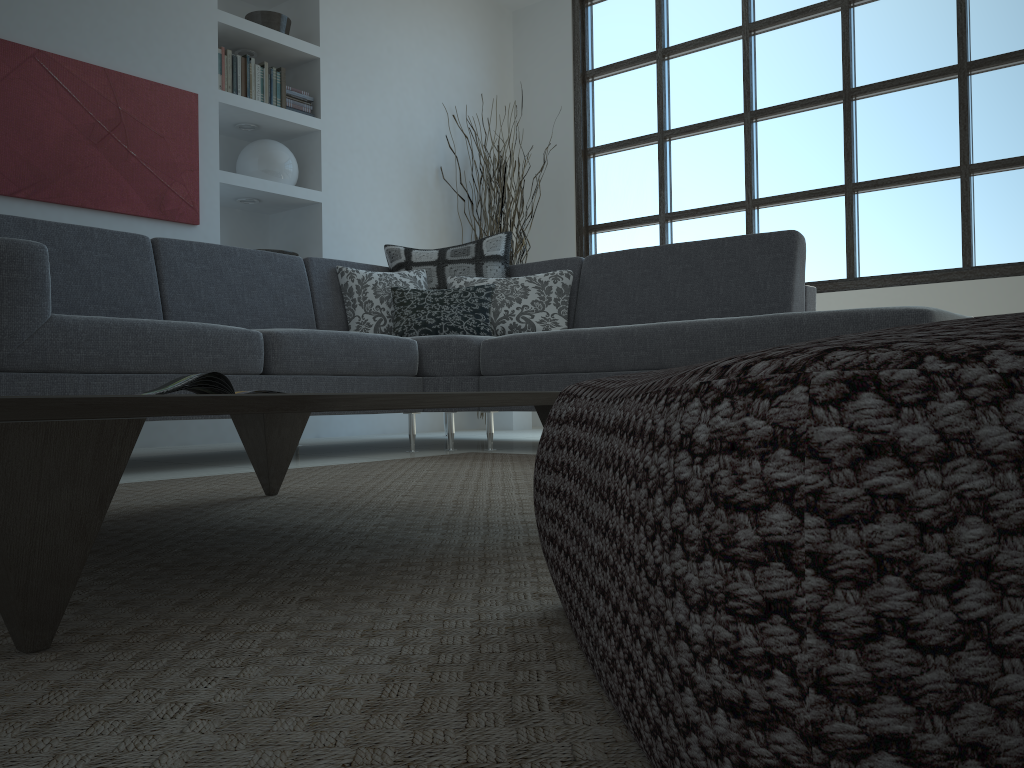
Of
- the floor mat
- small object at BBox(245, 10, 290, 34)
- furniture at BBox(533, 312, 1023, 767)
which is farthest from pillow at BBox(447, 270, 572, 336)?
furniture at BBox(533, 312, 1023, 767)

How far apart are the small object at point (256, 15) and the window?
2.03m

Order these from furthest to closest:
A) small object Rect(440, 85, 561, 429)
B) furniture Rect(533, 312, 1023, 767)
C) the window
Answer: small object Rect(440, 85, 561, 429)
the window
furniture Rect(533, 312, 1023, 767)

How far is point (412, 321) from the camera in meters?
3.9

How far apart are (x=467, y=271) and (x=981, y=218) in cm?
267

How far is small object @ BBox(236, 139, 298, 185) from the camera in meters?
4.8

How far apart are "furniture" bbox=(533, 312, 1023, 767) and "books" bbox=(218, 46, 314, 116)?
4.3m

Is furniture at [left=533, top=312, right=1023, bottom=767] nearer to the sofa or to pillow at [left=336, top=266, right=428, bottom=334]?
the sofa

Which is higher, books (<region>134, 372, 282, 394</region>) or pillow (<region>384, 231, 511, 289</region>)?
pillow (<region>384, 231, 511, 289</region>)

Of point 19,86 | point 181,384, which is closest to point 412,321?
point 19,86
